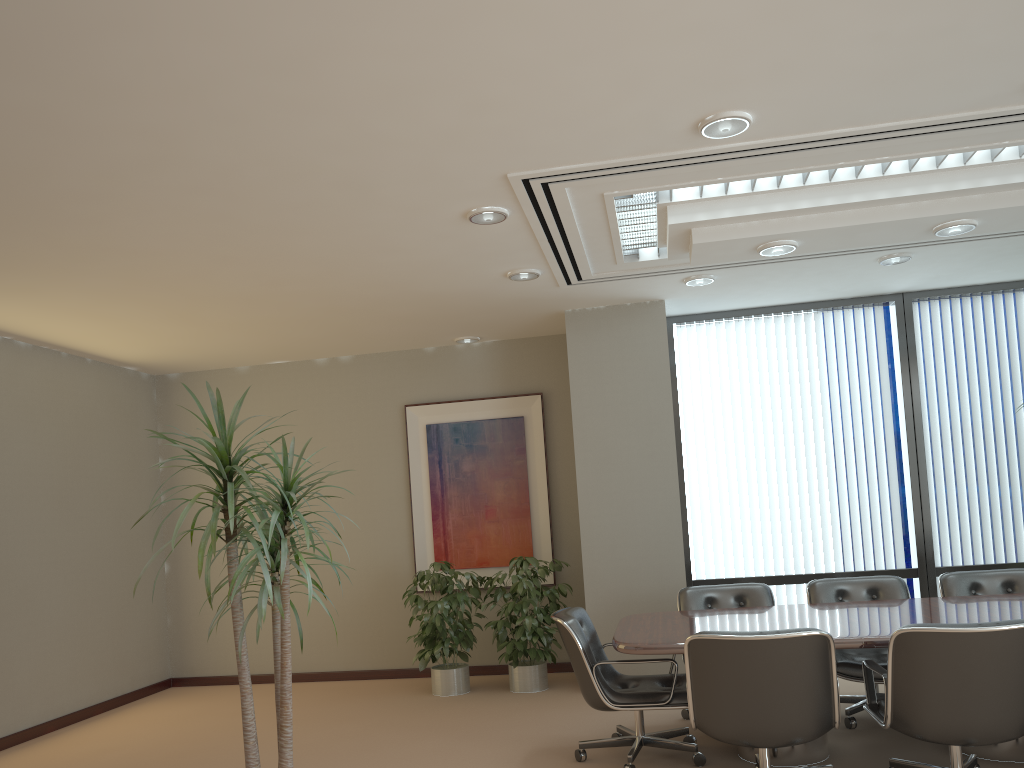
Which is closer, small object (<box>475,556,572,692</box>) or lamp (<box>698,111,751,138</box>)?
lamp (<box>698,111,751,138</box>)

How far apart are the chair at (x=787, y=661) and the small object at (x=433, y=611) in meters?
3.1 m

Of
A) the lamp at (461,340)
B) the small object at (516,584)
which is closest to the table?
the small object at (516,584)

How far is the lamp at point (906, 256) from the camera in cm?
615

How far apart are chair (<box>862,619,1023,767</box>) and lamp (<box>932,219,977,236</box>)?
2.2m

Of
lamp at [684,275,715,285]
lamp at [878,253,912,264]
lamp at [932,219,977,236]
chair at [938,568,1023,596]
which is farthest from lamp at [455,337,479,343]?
chair at [938,568,1023,596]

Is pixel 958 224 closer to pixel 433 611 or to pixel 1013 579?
pixel 1013 579

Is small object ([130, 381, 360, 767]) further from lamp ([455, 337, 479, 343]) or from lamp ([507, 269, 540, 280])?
lamp ([455, 337, 479, 343])

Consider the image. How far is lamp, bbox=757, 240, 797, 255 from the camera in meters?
5.0

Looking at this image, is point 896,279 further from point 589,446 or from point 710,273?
point 589,446
